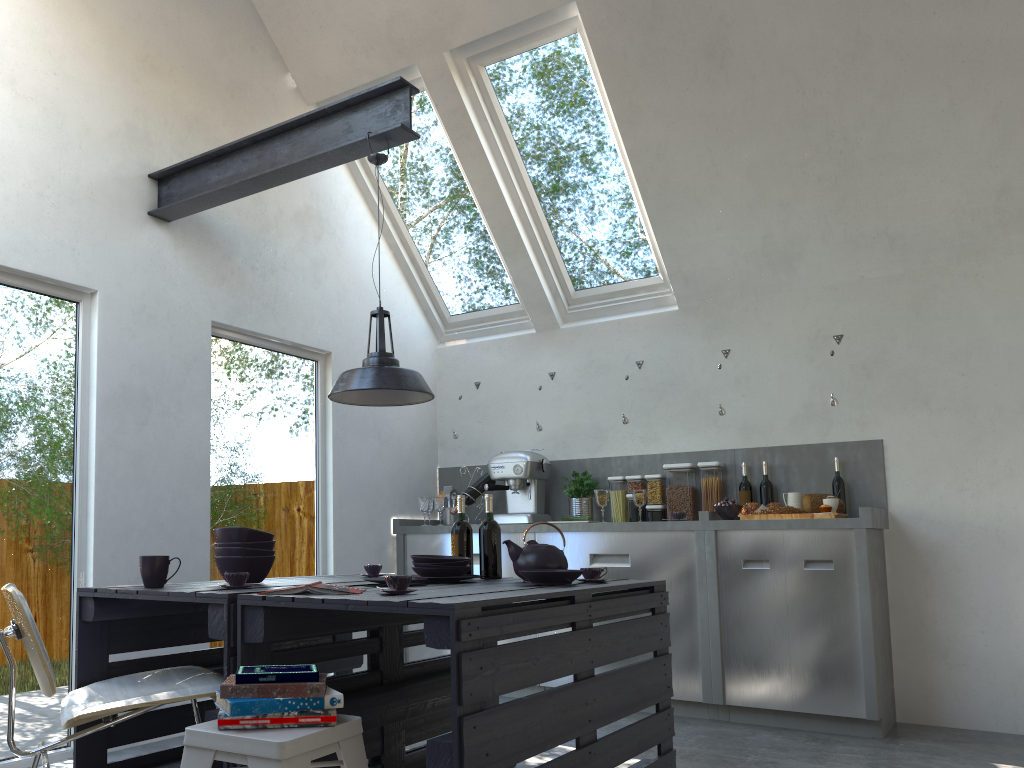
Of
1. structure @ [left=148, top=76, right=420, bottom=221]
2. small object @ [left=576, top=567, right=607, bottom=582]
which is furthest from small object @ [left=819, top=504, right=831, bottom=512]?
structure @ [left=148, top=76, right=420, bottom=221]

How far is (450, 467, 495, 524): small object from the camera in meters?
5.7

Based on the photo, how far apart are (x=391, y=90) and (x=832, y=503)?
2.98m

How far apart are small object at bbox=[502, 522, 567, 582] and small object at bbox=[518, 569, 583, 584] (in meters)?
0.22

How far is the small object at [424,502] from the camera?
5.7 meters

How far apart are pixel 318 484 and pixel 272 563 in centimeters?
212cm

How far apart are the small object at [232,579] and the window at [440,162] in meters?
3.5

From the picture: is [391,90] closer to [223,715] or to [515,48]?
[515,48]

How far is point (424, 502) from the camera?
5.7m

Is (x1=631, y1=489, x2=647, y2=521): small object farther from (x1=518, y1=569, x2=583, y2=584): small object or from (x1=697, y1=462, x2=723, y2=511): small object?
(x1=518, y1=569, x2=583, y2=584): small object
